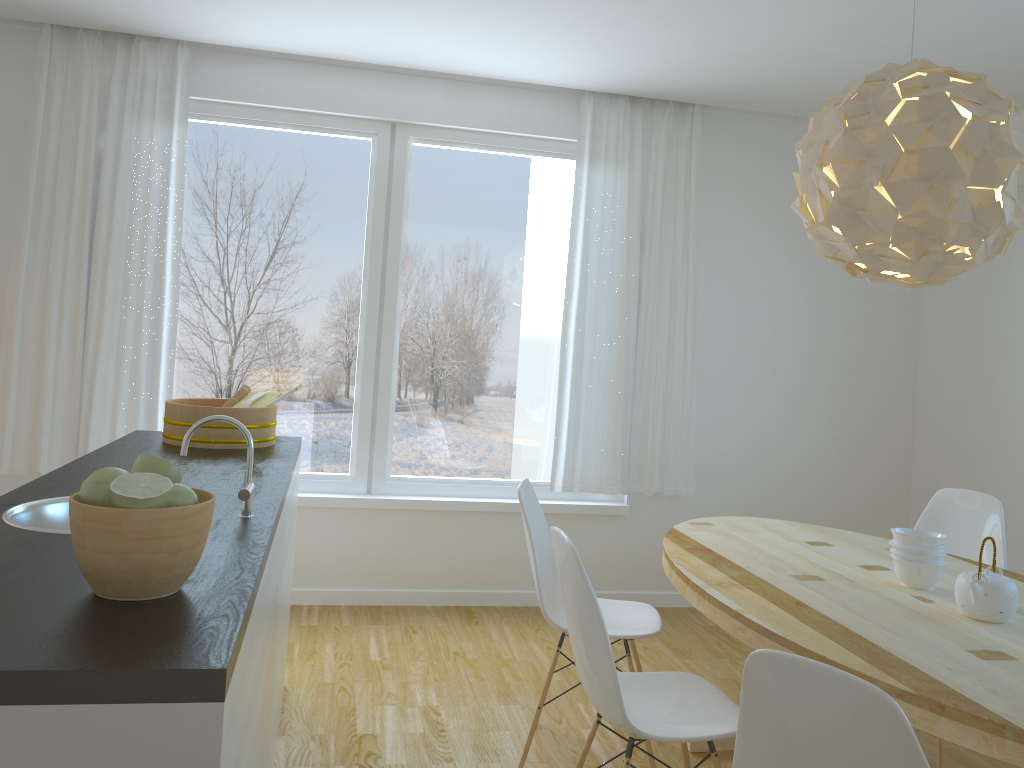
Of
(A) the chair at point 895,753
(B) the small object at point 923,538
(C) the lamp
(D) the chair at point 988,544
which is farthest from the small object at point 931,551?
(A) the chair at point 895,753

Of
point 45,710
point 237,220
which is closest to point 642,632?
point 45,710

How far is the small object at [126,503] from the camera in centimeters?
126cm

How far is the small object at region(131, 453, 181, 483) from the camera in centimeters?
139cm

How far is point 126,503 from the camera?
1.26m

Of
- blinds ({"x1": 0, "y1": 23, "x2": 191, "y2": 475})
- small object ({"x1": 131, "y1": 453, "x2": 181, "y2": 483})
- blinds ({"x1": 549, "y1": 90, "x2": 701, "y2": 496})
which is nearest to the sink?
small object ({"x1": 131, "y1": 453, "x2": 181, "y2": 483})

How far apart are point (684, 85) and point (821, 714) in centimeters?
358cm

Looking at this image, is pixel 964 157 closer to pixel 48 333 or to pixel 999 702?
pixel 999 702

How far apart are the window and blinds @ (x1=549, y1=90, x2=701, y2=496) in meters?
0.1 m

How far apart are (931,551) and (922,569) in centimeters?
6cm
